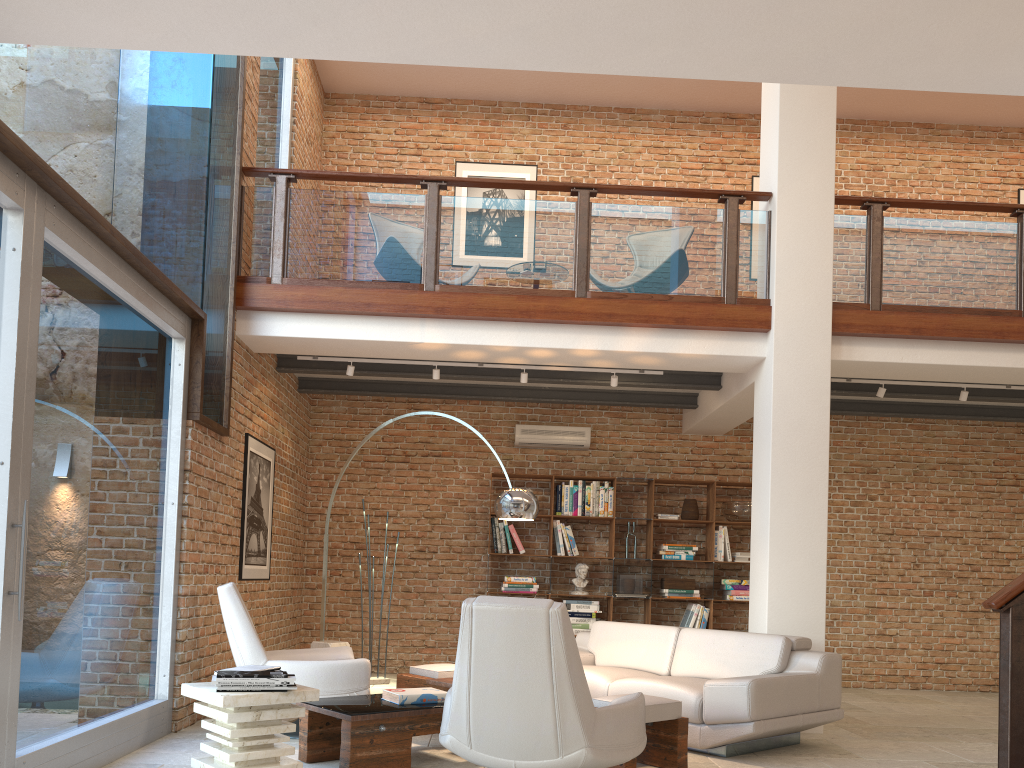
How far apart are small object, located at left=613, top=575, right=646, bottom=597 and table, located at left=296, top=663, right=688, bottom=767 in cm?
325

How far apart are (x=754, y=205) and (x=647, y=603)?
4.7 meters

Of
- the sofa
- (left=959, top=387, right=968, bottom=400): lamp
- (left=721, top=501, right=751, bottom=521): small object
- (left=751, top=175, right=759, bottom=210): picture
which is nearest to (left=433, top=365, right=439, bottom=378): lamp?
the sofa

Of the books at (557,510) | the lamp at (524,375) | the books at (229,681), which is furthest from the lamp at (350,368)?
the books at (229,681)

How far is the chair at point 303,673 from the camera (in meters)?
5.24

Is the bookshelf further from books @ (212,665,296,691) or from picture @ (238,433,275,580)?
books @ (212,665,296,691)

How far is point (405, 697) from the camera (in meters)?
4.73

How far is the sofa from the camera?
5.1 meters

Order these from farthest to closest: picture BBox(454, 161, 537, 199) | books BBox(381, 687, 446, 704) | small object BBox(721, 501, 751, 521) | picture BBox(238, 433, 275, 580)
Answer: picture BBox(454, 161, 537, 199) → small object BBox(721, 501, 751, 521) → picture BBox(238, 433, 275, 580) → books BBox(381, 687, 446, 704)

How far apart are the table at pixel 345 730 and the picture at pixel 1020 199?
8.3 meters
